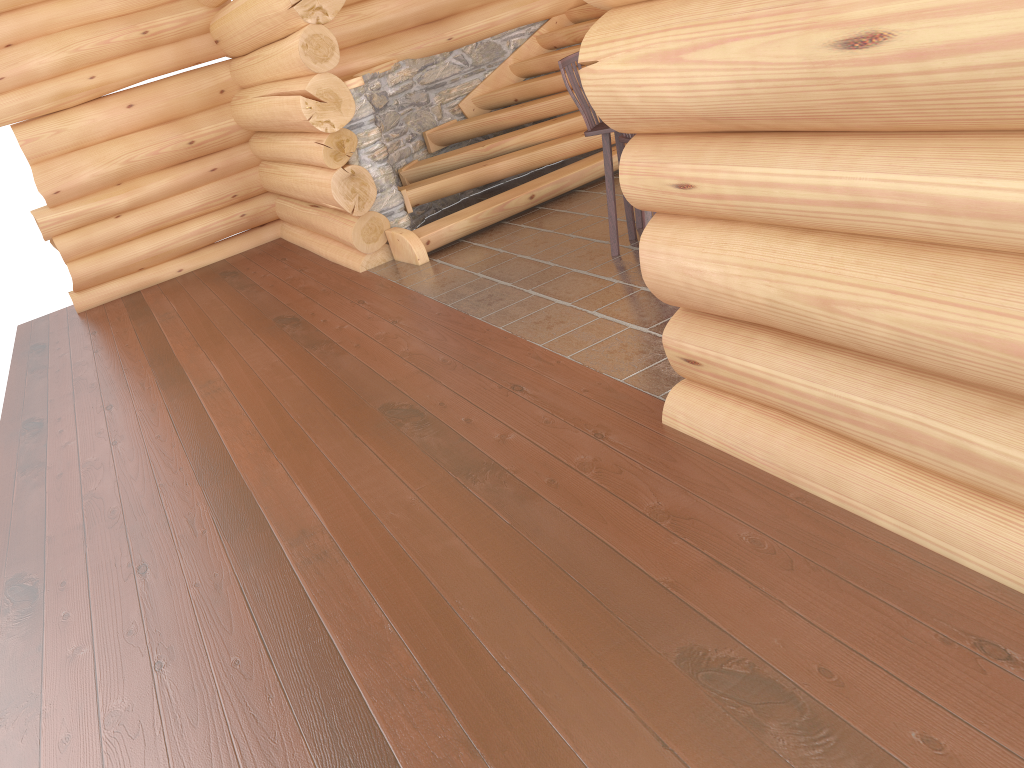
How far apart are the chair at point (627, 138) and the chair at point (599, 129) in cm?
42

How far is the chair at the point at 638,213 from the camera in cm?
645

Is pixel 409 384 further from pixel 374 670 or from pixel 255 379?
pixel 374 670

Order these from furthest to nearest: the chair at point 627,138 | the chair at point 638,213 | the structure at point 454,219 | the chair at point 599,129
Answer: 1. the structure at point 454,219
2. the chair at point 638,213
3. the chair at point 599,129
4. the chair at point 627,138

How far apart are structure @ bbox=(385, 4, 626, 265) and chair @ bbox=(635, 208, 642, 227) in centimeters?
159cm

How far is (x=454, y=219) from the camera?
7.6 meters

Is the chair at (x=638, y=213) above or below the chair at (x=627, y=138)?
below

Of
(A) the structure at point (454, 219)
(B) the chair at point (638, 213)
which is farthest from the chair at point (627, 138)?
(A) the structure at point (454, 219)

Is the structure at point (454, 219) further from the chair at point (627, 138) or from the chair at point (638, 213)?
the chair at point (627, 138)

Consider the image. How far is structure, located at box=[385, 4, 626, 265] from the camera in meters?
7.6 m
